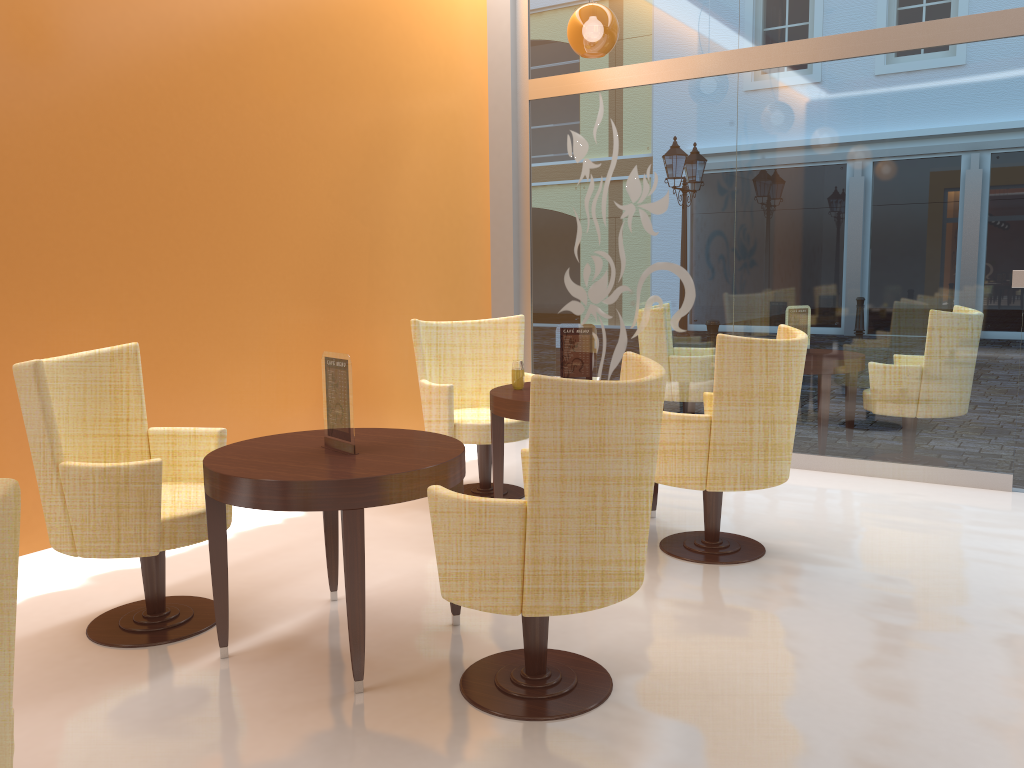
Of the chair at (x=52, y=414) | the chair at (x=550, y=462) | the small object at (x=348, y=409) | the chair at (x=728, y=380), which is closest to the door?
the chair at (x=728, y=380)

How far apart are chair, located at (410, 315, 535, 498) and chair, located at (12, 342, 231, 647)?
1.5 meters

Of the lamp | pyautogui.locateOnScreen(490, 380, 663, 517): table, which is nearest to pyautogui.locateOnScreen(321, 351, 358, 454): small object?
pyautogui.locateOnScreen(490, 380, 663, 517): table

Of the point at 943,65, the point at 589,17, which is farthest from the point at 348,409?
the point at 943,65

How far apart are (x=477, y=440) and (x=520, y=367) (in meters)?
0.55

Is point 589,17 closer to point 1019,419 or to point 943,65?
point 943,65

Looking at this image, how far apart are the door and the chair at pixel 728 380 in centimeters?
185cm

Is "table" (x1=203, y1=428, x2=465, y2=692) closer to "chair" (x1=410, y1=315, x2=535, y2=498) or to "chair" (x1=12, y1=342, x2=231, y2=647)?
"chair" (x1=12, y1=342, x2=231, y2=647)

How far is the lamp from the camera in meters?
4.9 m

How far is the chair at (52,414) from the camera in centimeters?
289cm
